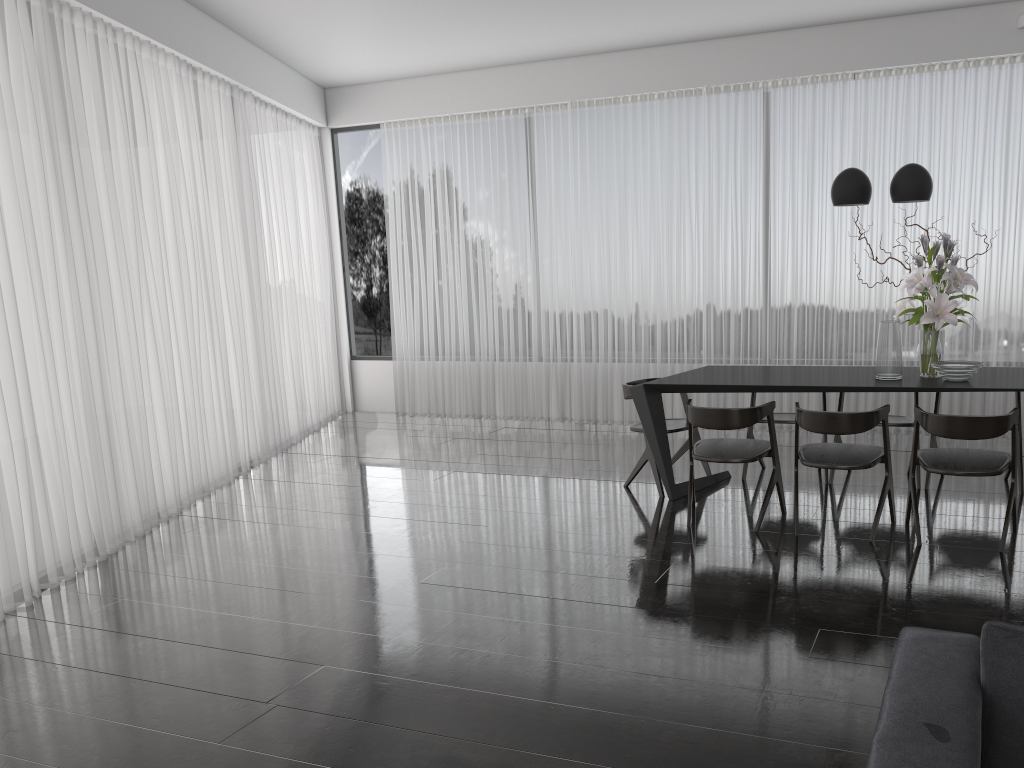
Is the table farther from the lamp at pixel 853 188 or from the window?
the window

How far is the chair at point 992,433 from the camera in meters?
3.9

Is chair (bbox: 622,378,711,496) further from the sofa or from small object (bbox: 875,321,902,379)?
the sofa

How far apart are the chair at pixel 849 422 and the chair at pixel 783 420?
0.76m

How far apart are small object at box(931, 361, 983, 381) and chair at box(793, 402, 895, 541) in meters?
0.4

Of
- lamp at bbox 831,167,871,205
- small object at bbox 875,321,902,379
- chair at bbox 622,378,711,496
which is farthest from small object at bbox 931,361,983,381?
chair at bbox 622,378,711,496

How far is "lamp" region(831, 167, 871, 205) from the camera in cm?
464

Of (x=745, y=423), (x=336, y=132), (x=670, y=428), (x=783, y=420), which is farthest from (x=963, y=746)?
(x=336, y=132)

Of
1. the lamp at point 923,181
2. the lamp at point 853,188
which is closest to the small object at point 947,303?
the lamp at point 923,181

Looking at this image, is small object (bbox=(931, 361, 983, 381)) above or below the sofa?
above
